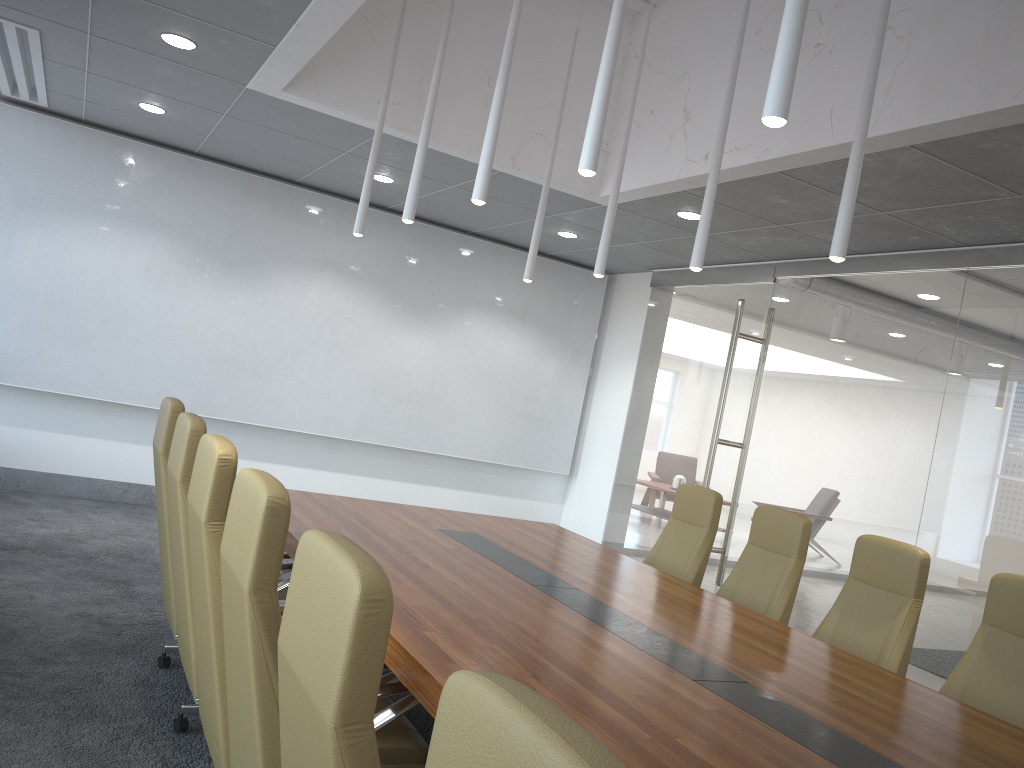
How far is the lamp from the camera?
2.43m

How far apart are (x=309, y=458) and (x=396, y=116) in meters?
4.4

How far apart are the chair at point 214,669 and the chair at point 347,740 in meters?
1.2

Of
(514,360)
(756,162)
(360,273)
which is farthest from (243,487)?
(514,360)

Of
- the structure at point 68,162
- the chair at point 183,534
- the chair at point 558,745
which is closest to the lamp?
the chair at point 183,534

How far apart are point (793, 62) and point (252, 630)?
2.07m

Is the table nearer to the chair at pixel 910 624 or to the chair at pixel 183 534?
the chair at pixel 183 534

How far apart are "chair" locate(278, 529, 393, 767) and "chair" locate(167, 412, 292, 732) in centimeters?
193cm

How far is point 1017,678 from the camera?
3.9m

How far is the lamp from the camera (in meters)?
2.43
